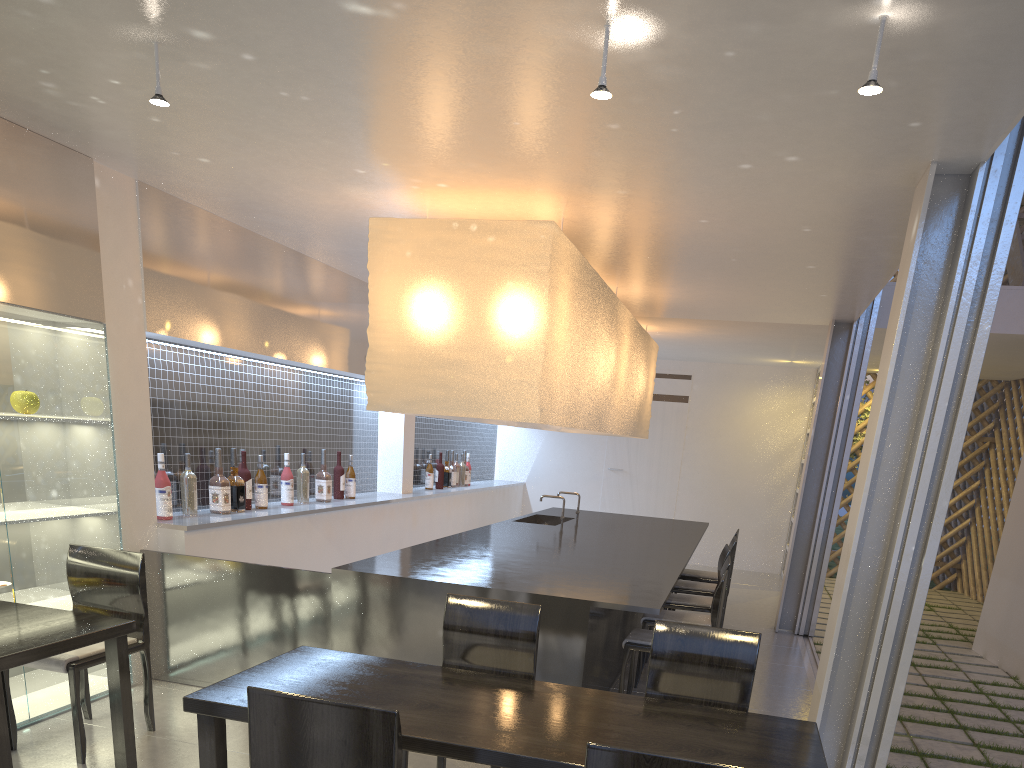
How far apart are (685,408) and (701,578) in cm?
221

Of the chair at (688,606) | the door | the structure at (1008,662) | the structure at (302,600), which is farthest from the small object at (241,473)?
the door

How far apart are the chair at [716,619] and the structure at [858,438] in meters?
3.6

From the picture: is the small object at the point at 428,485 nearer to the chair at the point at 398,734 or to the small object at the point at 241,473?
the small object at the point at 241,473

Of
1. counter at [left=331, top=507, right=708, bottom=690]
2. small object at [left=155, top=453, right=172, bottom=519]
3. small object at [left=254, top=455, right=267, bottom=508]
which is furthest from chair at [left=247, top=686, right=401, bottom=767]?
small object at [left=254, top=455, right=267, bottom=508]

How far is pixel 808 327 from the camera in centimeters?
369cm

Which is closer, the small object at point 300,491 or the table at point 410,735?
the table at point 410,735

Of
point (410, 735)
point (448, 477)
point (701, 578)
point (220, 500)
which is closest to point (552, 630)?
point (410, 735)

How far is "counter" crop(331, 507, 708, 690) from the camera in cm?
188

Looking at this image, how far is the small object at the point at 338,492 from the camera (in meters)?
3.37
